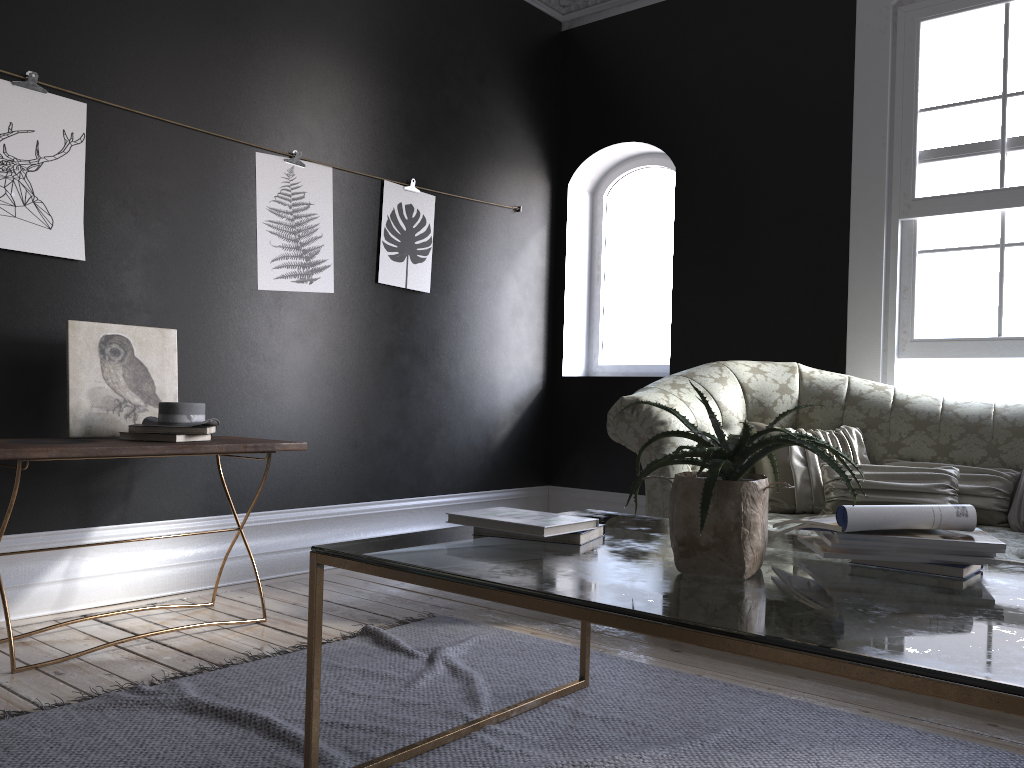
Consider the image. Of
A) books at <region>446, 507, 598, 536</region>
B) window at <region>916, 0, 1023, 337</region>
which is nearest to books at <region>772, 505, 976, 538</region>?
books at <region>446, 507, 598, 536</region>

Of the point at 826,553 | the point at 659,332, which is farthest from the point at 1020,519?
the point at 659,332

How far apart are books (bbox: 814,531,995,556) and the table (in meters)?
0.05

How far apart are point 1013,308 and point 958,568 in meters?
3.1

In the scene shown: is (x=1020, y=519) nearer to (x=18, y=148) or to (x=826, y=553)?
(x=826, y=553)

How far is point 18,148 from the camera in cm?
344

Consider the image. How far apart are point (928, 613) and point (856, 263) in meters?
3.6

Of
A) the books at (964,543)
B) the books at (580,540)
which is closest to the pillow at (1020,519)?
the books at (964,543)

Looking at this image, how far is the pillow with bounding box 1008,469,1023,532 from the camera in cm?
346

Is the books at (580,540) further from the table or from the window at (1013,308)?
the window at (1013,308)
